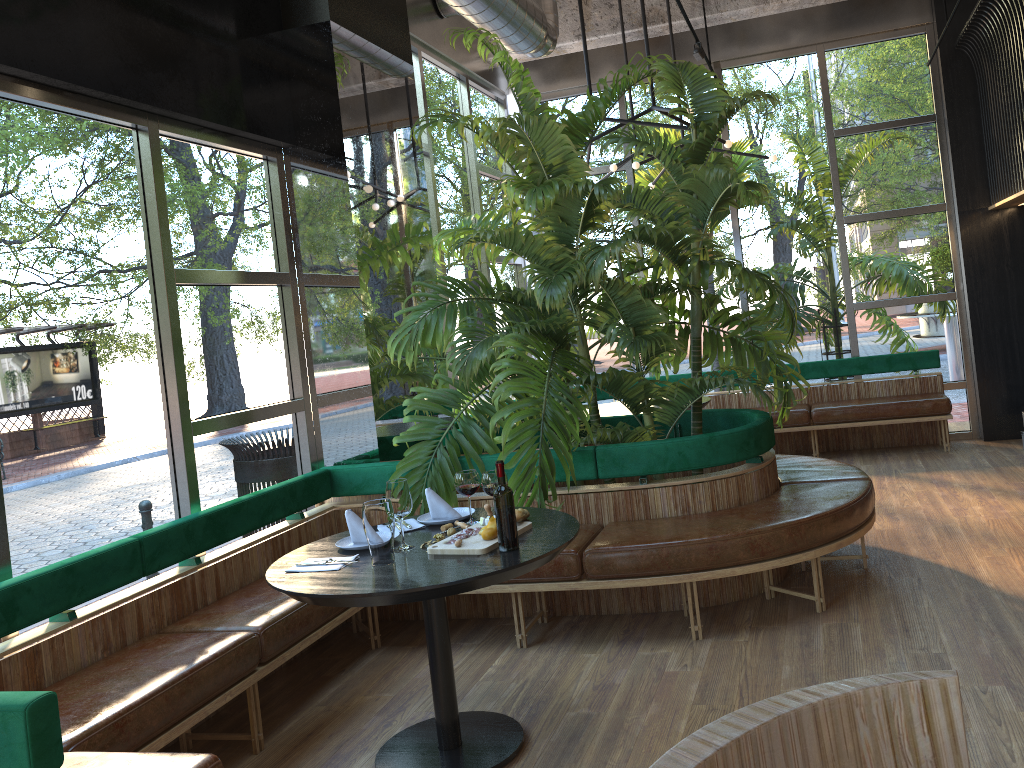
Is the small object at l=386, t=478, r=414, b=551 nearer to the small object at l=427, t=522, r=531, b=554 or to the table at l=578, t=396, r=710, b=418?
the small object at l=427, t=522, r=531, b=554

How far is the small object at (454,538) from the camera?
3.16m

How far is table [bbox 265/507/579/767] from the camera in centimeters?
273cm

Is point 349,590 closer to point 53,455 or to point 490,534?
point 490,534

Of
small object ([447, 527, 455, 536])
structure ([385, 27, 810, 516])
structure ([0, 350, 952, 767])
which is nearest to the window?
structure ([0, 350, 952, 767])

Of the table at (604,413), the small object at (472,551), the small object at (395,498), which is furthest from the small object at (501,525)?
the table at (604,413)

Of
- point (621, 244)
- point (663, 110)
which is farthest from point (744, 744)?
point (663, 110)

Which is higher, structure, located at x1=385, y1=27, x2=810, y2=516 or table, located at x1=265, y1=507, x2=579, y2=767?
structure, located at x1=385, y1=27, x2=810, y2=516

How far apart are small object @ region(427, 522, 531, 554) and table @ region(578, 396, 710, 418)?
3.5 meters

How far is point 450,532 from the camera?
3.3m
